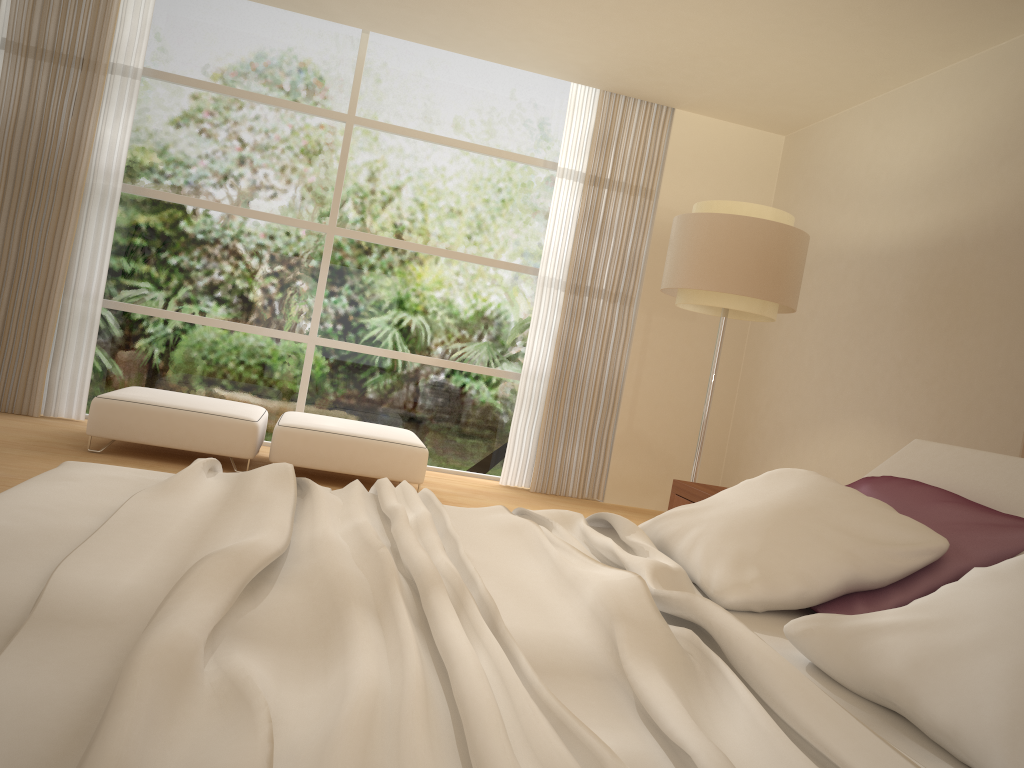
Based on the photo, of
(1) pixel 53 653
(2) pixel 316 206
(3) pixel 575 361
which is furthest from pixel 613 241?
(1) pixel 53 653

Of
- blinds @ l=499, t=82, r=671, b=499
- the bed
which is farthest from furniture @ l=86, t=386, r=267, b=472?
the bed

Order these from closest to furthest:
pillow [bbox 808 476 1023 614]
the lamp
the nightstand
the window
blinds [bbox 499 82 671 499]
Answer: pillow [bbox 808 476 1023 614] < the nightstand < the lamp < the window < blinds [bbox 499 82 671 499]

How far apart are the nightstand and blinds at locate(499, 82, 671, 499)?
2.7 meters

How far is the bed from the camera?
1.0m

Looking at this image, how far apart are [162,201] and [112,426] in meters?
2.1

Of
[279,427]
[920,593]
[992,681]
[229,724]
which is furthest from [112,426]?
[992,681]

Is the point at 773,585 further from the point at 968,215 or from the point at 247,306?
the point at 247,306

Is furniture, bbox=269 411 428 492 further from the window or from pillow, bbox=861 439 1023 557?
pillow, bbox=861 439 1023 557

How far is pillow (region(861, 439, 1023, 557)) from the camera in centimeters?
239cm
